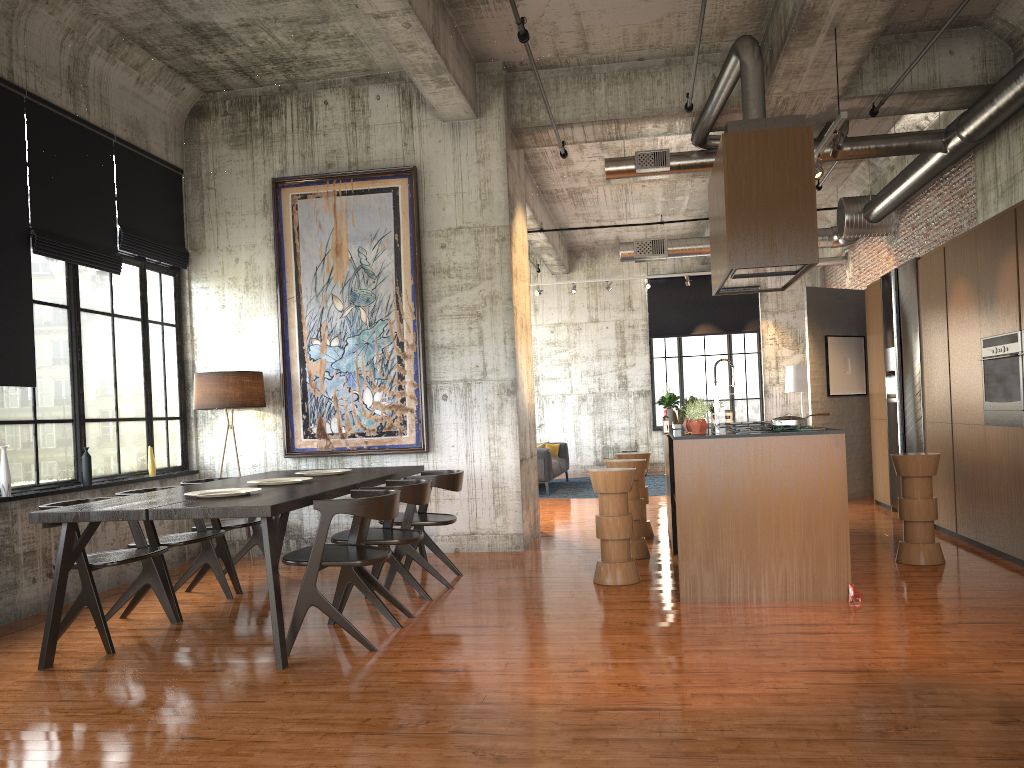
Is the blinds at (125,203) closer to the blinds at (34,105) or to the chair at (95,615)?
the blinds at (34,105)

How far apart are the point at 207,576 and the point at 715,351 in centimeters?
1409cm

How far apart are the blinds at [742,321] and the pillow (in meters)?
4.02

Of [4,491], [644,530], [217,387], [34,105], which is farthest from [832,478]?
[34,105]

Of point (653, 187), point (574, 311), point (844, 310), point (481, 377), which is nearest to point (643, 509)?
point (481, 377)

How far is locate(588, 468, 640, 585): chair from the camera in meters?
7.4

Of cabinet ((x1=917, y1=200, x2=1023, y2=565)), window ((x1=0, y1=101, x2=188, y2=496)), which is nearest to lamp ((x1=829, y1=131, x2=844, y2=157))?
cabinet ((x1=917, y1=200, x2=1023, y2=565))

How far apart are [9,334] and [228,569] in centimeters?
266cm

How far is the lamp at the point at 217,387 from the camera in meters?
9.2 m

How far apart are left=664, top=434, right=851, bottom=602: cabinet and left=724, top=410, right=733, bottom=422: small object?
1.9m
